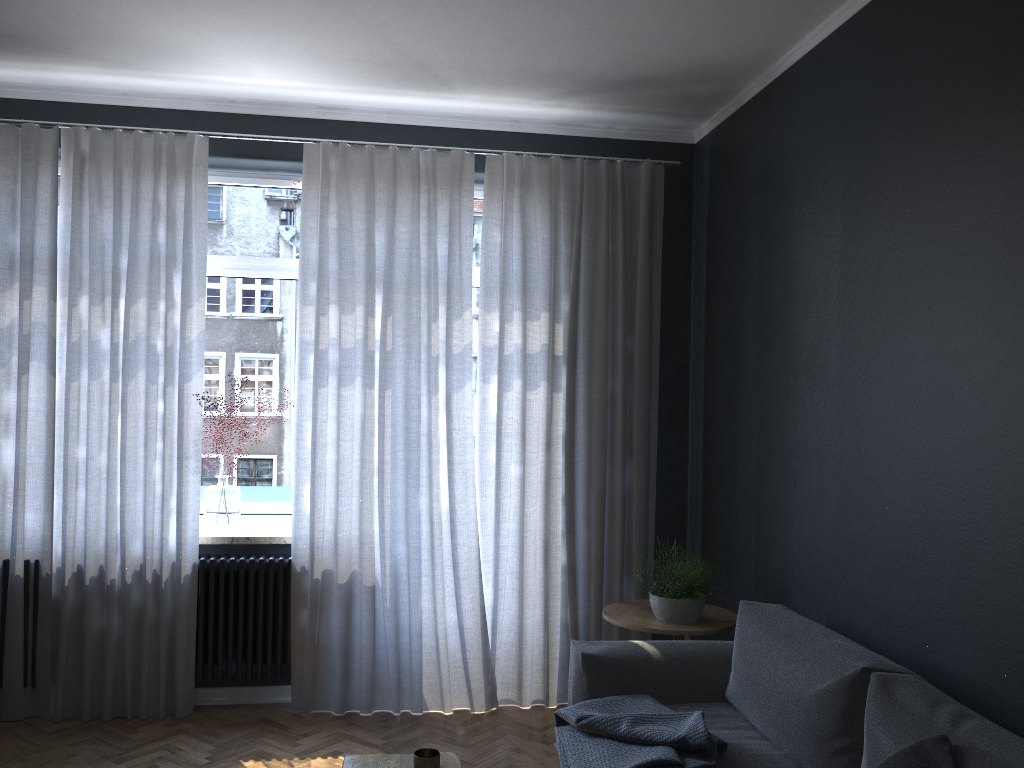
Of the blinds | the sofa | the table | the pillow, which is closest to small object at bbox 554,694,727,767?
the sofa

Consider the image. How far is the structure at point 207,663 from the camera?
4.2m

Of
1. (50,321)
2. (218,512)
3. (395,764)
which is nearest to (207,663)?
(218,512)

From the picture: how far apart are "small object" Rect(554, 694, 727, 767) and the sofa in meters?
0.0 m

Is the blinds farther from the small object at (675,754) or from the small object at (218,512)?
the small object at (675,754)

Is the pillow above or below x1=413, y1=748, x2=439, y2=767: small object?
above

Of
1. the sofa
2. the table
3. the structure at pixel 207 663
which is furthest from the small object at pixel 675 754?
the structure at pixel 207 663

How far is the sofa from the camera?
2.2m

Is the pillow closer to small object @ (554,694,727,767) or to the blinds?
small object @ (554,694,727,767)

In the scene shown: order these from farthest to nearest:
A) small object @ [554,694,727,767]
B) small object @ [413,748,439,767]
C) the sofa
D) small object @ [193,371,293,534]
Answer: small object @ [193,371,293,534]
small object @ [554,694,727,767]
small object @ [413,748,439,767]
the sofa
